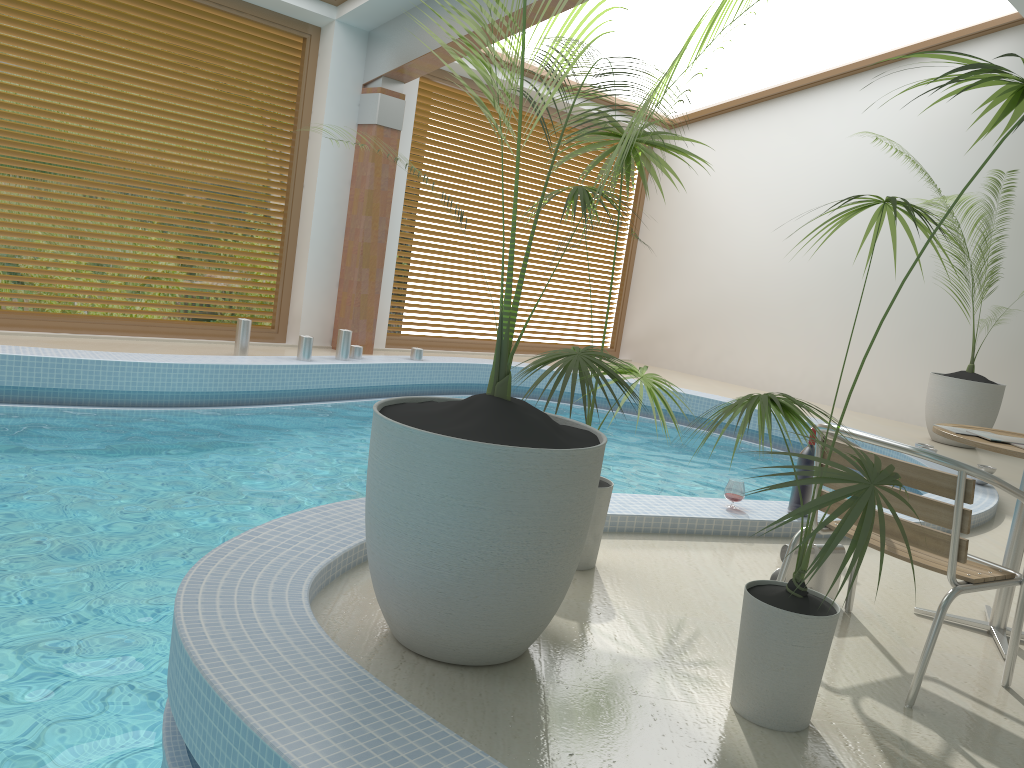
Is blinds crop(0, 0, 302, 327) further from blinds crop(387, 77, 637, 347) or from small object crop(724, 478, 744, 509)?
small object crop(724, 478, 744, 509)

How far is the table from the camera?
3.02m

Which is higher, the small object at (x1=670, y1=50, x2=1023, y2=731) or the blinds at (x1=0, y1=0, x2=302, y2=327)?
the blinds at (x1=0, y1=0, x2=302, y2=327)

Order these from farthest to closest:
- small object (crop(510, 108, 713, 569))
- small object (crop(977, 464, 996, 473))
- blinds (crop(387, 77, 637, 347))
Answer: blinds (crop(387, 77, 637, 347)) < small object (crop(977, 464, 996, 473)) < small object (crop(510, 108, 713, 569))

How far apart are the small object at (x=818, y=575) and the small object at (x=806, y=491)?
1.00m

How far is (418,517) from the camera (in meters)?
2.24

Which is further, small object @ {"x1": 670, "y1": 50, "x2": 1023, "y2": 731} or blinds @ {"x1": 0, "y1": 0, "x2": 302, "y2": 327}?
blinds @ {"x1": 0, "y1": 0, "x2": 302, "y2": 327}

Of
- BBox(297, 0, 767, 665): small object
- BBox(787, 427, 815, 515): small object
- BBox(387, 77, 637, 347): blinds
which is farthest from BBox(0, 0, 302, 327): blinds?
BBox(787, 427, 815, 515): small object

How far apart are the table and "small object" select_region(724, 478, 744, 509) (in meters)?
1.13

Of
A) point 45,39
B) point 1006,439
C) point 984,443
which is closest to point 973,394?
point 1006,439
